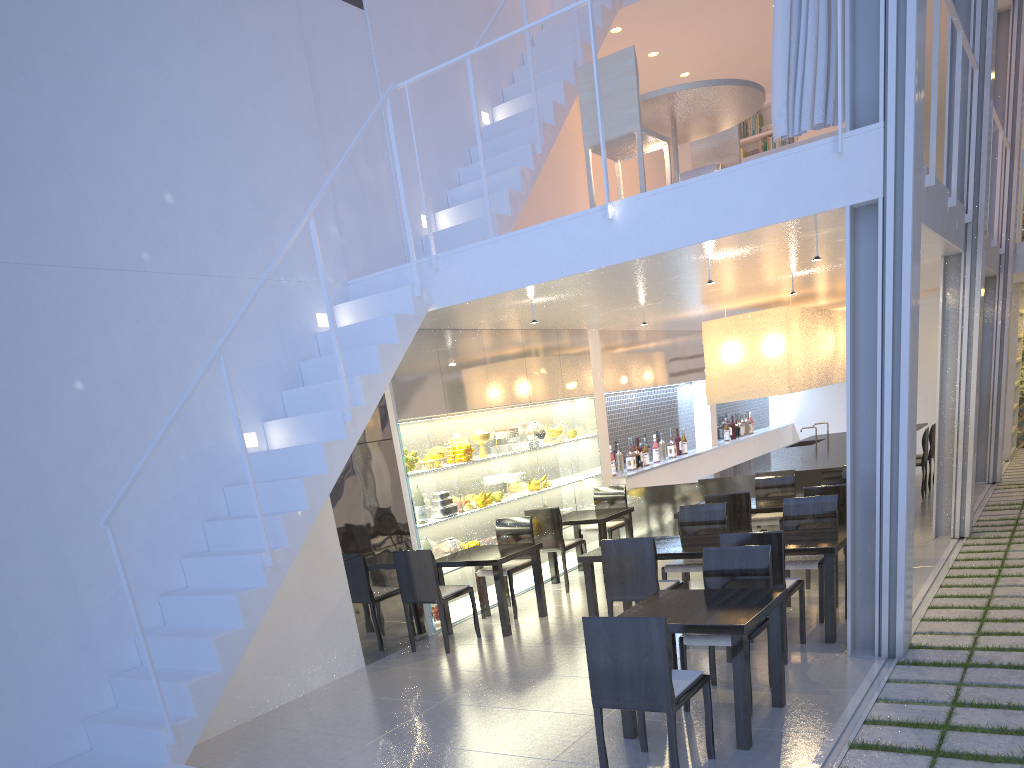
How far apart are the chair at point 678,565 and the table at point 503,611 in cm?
59

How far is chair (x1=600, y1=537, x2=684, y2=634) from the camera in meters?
2.7

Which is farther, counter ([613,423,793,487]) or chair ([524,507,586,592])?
counter ([613,423,793,487])

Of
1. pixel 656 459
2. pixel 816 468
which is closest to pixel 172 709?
pixel 816 468

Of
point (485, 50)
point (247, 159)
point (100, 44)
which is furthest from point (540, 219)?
point (100, 44)

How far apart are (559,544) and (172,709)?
2.1 meters

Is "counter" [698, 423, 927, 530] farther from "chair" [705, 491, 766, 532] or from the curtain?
the curtain

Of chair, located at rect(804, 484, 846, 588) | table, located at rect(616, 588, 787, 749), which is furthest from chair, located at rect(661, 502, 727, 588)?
table, located at rect(616, 588, 787, 749)

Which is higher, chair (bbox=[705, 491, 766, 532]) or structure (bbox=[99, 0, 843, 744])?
structure (bbox=[99, 0, 843, 744])

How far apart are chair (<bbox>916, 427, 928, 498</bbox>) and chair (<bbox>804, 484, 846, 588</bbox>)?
2.4 meters
